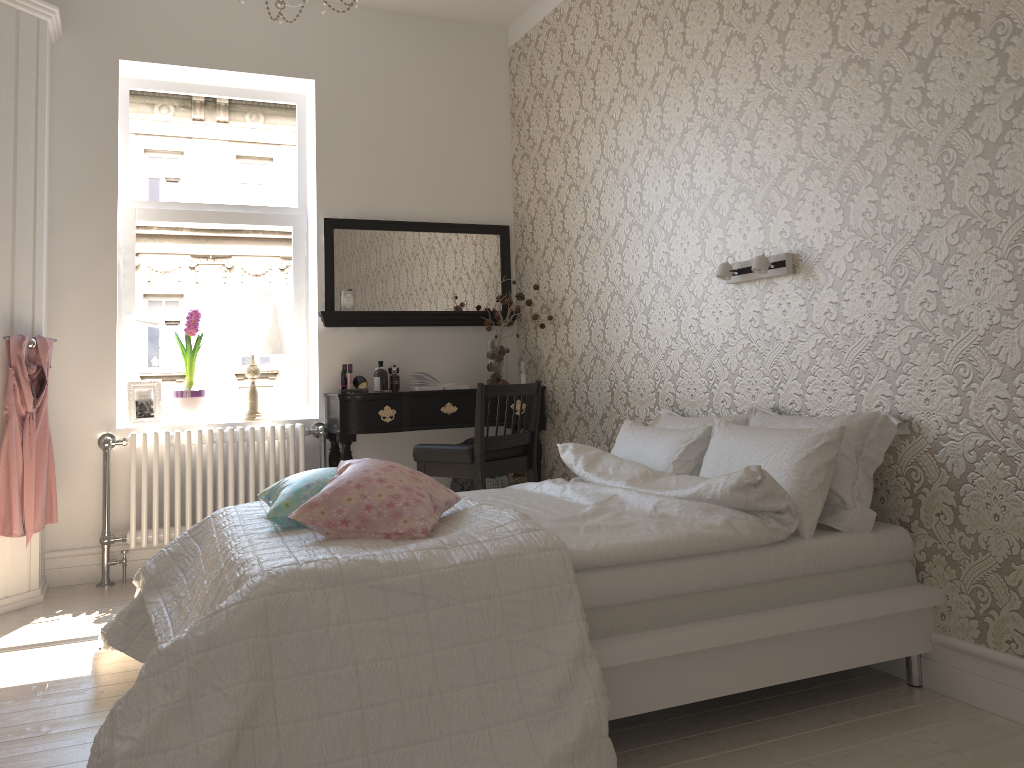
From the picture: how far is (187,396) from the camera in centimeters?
434cm

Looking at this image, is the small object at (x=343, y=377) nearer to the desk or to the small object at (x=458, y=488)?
the desk

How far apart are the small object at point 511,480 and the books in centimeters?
57cm

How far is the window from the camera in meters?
4.5 m

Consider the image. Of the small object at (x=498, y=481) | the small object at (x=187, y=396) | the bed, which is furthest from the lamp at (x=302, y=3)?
the small object at (x=498, y=481)

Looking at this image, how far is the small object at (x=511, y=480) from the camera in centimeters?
455cm

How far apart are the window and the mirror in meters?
0.3

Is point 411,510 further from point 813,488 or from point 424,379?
point 424,379

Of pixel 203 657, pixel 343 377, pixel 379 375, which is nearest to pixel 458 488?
pixel 379 375

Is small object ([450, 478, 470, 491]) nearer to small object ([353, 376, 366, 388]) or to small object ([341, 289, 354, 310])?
small object ([353, 376, 366, 388])
